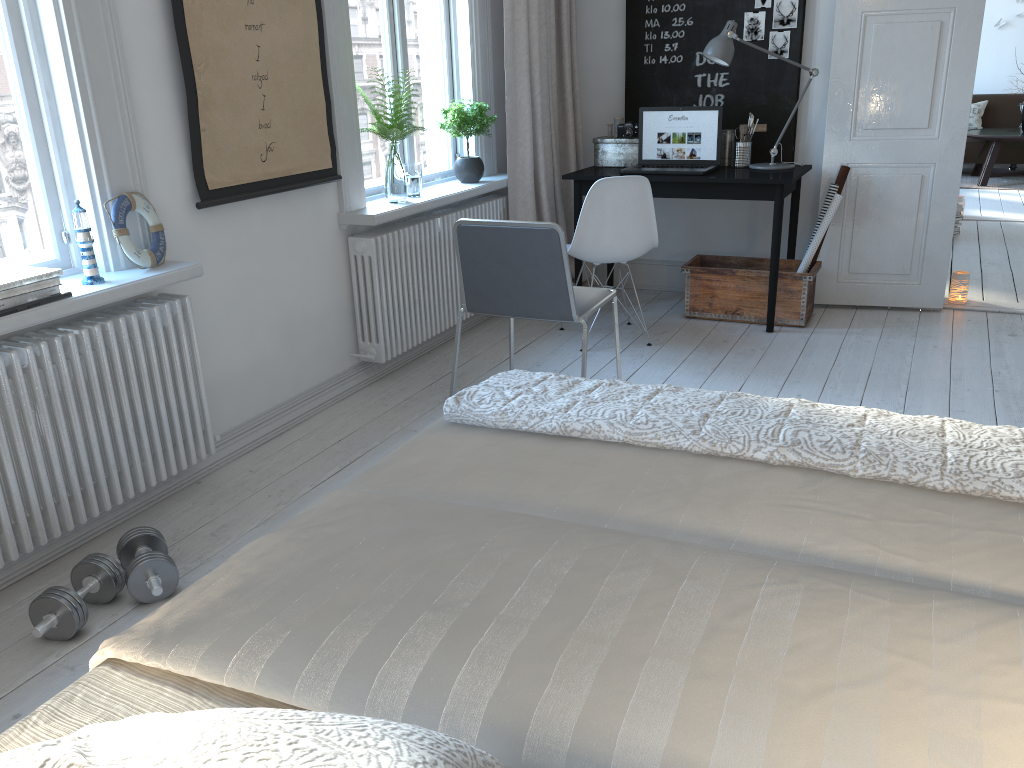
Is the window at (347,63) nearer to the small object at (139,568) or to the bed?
the small object at (139,568)

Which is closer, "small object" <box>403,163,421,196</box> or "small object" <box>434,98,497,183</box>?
"small object" <box>403,163,421,196</box>

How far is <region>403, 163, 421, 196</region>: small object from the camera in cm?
400

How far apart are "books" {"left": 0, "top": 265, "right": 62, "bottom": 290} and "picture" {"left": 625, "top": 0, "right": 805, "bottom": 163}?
3.55m

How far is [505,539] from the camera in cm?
136

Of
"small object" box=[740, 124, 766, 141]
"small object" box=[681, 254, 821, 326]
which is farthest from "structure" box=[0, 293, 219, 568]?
"small object" box=[740, 124, 766, 141]

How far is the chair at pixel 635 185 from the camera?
4.00m

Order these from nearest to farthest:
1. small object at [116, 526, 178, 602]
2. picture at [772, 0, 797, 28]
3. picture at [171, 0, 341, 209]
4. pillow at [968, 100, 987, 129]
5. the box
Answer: small object at [116, 526, 178, 602], picture at [171, 0, 341, 209], picture at [772, 0, 797, 28], the box, pillow at [968, 100, 987, 129]

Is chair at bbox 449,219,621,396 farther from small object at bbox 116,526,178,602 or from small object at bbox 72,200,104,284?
small object at bbox 116,526,178,602

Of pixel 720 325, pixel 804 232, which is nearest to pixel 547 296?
pixel 720 325
